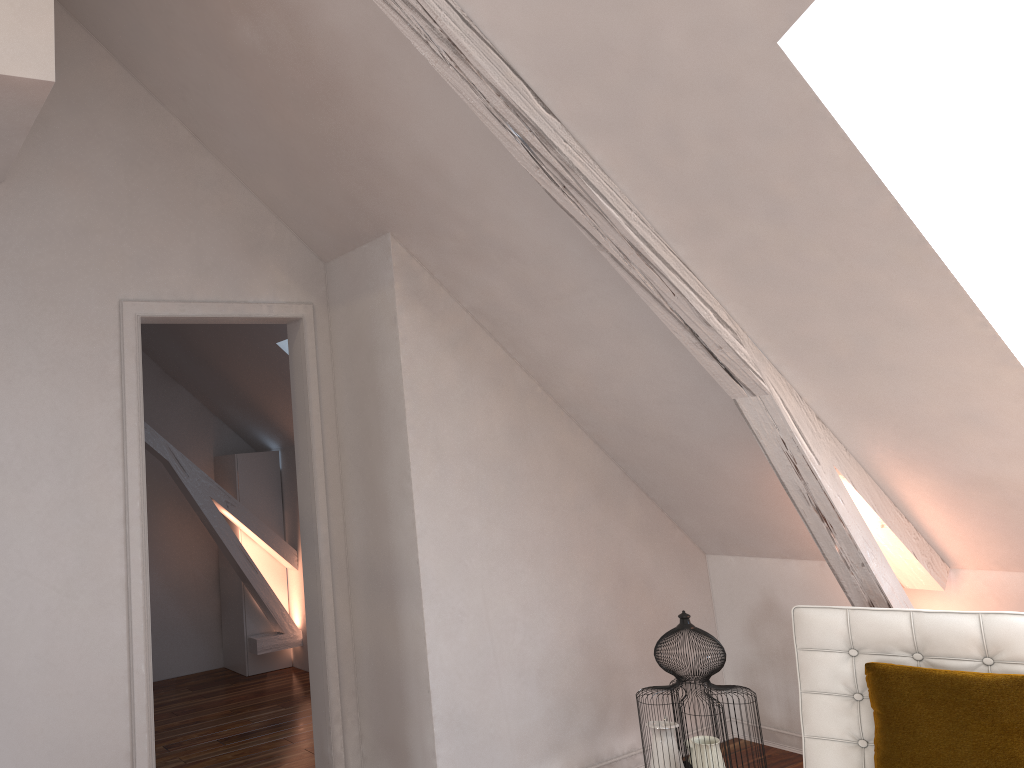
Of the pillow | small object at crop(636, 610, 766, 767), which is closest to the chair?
the pillow

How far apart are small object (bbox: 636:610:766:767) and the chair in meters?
0.5

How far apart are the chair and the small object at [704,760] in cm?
48

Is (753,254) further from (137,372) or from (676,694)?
(137,372)

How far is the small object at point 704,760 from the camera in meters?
2.8 m

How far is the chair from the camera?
2.2m

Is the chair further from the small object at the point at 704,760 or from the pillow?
the small object at the point at 704,760

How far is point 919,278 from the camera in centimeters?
213cm

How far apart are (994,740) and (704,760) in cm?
97

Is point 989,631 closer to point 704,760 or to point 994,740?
point 994,740
